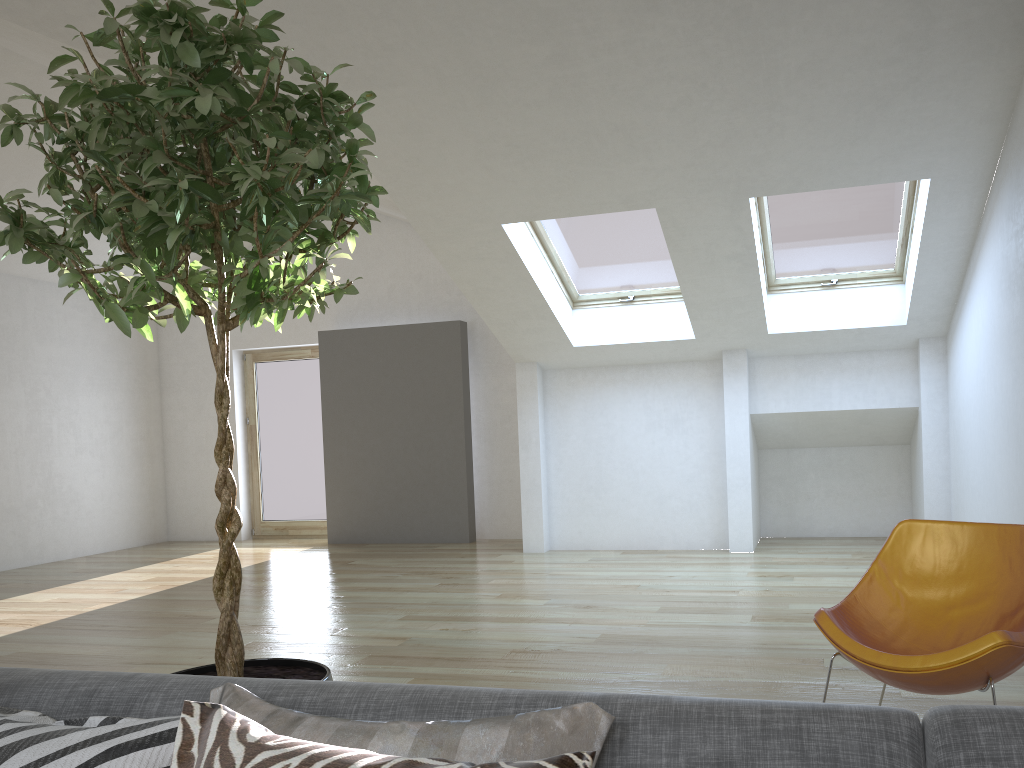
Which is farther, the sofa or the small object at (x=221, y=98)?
the small object at (x=221, y=98)

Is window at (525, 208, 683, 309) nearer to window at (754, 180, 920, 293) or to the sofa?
window at (754, 180, 920, 293)

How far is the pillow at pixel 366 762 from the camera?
1.0m

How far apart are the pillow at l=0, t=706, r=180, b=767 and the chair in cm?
196

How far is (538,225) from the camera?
6.55m

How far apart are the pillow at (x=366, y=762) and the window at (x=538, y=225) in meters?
5.7 m

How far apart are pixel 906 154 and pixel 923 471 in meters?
2.9 m

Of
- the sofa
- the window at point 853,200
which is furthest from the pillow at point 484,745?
the window at point 853,200

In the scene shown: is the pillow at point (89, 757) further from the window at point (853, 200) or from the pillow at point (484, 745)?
the window at point (853, 200)

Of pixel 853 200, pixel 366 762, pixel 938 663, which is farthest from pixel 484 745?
pixel 853 200
